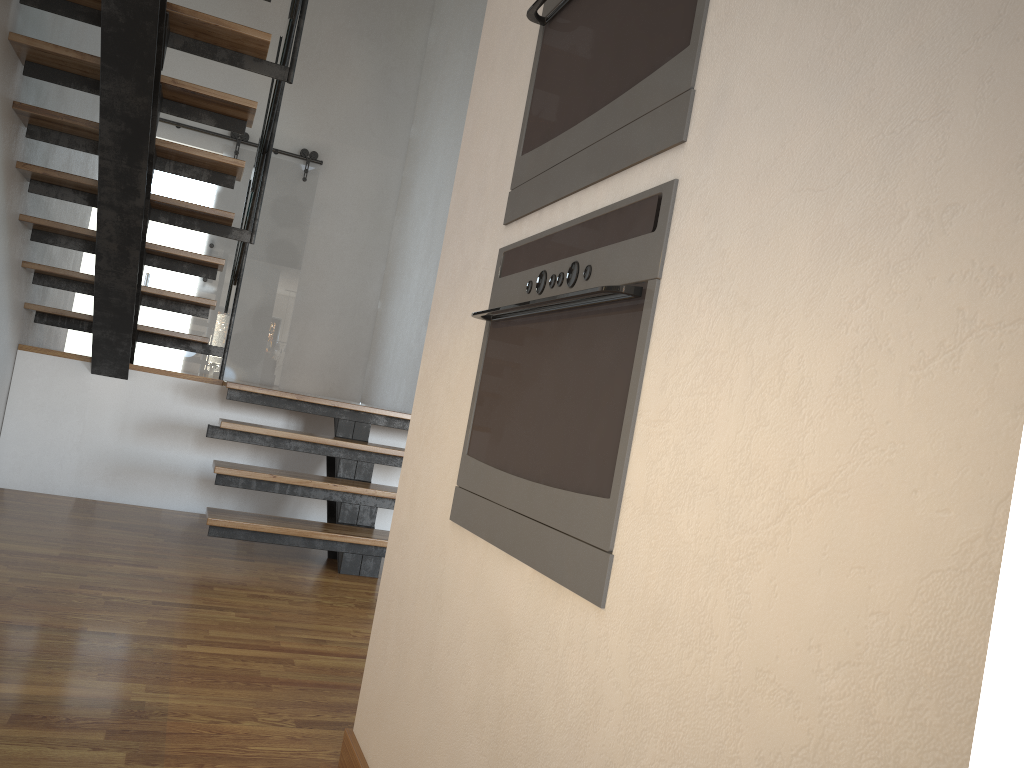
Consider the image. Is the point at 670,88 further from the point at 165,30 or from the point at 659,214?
the point at 165,30

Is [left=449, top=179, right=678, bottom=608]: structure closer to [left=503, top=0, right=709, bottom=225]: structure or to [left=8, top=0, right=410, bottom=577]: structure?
[left=503, top=0, right=709, bottom=225]: structure

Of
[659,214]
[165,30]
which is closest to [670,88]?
[659,214]

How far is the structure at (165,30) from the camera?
3.3 meters

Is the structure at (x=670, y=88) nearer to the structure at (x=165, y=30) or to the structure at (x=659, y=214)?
the structure at (x=659, y=214)

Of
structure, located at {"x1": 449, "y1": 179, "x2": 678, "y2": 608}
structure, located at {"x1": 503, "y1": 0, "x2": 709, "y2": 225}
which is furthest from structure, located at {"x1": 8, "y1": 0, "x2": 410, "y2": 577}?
structure, located at {"x1": 449, "y1": 179, "x2": 678, "y2": 608}

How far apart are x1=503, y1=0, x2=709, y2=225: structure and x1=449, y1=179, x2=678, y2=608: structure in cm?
5

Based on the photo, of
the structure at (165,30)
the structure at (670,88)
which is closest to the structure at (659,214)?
the structure at (670,88)

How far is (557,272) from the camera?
1.2m

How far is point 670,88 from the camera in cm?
100
